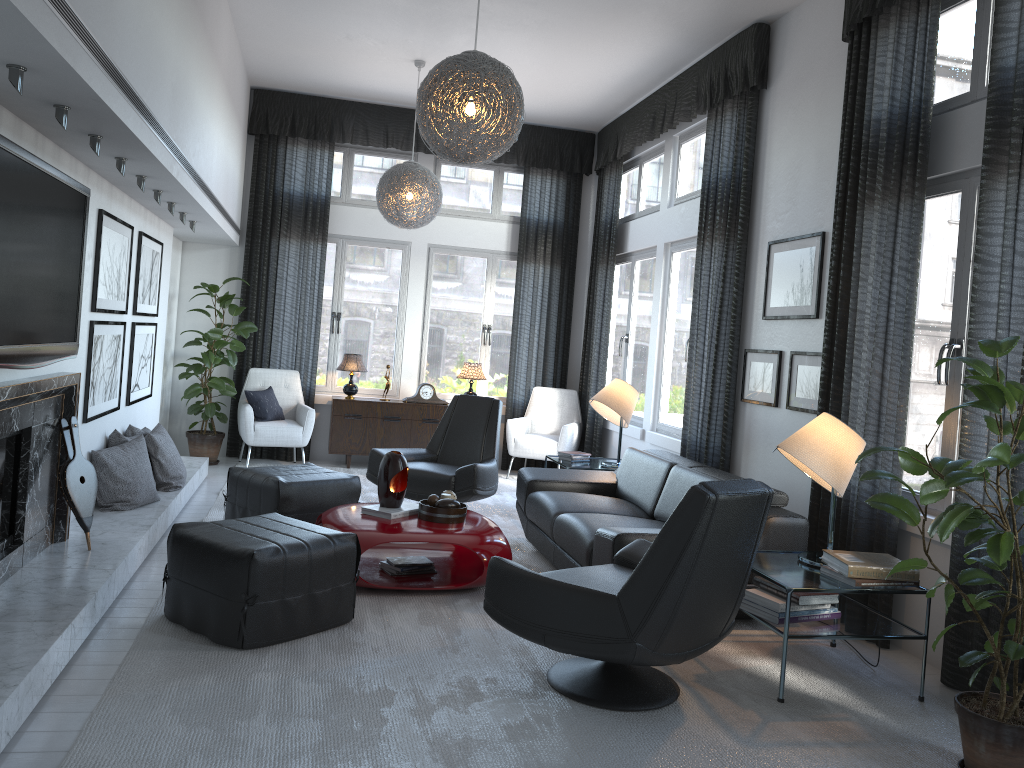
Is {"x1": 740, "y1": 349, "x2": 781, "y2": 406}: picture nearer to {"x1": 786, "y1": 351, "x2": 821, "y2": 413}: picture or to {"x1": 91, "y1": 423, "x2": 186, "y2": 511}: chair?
{"x1": 786, "y1": 351, "x2": 821, "y2": 413}: picture

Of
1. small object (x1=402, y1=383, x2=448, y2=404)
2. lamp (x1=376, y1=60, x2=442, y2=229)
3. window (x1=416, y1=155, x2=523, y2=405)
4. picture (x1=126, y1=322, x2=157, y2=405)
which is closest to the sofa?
lamp (x1=376, y1=60, x2=442, y2=229)

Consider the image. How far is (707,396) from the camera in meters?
5.7 m

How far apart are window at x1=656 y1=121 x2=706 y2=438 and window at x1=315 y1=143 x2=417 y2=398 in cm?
265

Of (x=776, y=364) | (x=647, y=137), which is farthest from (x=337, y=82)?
(x=776, y=364)

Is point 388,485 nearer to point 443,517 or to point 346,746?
point 443,517

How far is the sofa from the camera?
4.0m

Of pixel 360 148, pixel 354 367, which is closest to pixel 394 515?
pixel 354 367

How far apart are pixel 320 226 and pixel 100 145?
4.4 meters

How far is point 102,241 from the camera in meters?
4.5 m
